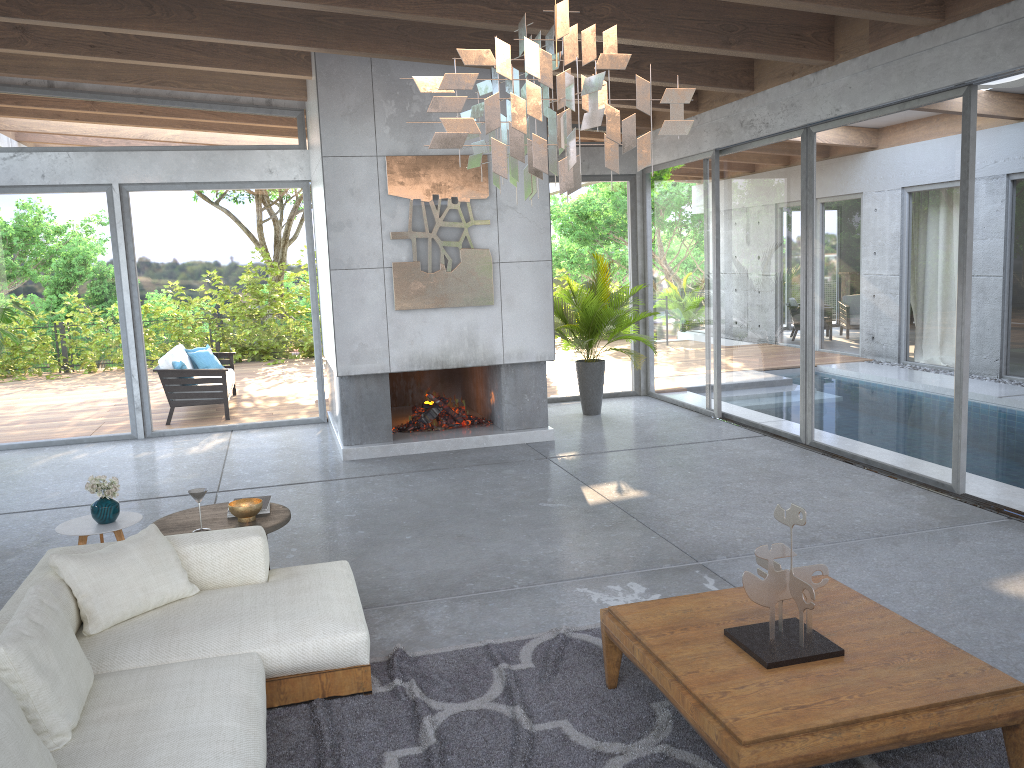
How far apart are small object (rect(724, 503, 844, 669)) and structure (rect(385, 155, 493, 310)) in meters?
5.1 m

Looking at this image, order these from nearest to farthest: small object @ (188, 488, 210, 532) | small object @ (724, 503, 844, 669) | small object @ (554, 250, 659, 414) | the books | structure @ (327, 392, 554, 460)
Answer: small object @ (724, 503, 844, 669), small object @ (188, 488, 210, 532), the books, structure @ (327, 392, 554, 460), small object @ (554, 250, 659, 414)

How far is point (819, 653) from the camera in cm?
302

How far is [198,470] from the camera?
7.9 meters

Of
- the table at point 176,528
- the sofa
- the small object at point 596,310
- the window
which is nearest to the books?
the table at point 176,528

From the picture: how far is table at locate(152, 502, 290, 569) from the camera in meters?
4.6

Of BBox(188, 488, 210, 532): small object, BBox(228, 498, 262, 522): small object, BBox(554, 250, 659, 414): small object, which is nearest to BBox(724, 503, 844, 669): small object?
BBox(228, 498, 262, 522): small object

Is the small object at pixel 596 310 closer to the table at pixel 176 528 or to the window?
the window

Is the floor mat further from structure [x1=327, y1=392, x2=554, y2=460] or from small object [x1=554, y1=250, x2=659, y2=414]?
small object [x1=554, y1=250, x2=659, y2=414]

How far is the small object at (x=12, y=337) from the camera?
8.8 meters
